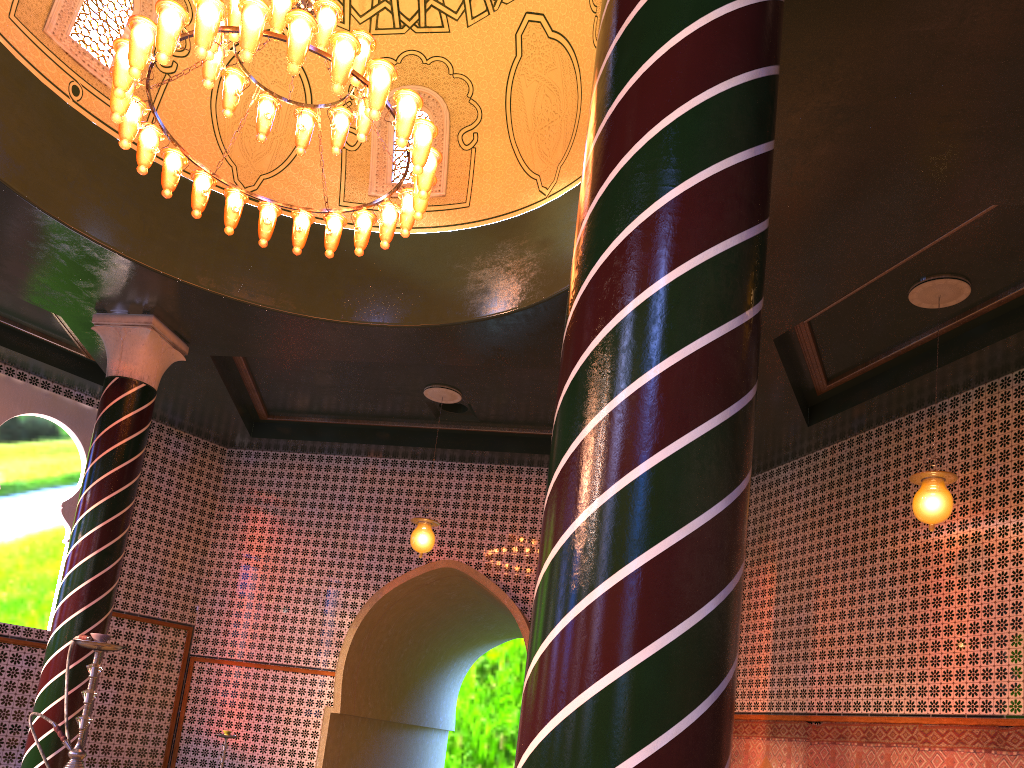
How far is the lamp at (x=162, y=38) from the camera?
6.1 meters

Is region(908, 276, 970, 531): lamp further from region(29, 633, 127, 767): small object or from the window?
region(29, 633, 127, 767): small object

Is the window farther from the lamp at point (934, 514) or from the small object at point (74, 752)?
the small object at point (74, 752)

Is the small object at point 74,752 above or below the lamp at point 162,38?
below

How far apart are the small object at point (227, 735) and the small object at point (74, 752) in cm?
609

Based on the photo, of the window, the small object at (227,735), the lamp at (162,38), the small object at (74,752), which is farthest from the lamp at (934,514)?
the small object at (227,735)

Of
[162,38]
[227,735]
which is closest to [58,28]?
[162,38]

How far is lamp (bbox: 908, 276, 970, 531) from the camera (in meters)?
7.46

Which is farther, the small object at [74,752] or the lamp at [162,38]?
the lamp at [162,38]

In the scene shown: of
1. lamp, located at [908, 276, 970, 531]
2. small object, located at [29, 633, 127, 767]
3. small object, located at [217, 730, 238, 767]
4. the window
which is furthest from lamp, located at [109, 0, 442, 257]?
small object, located at [217, 730, 238, 767]
